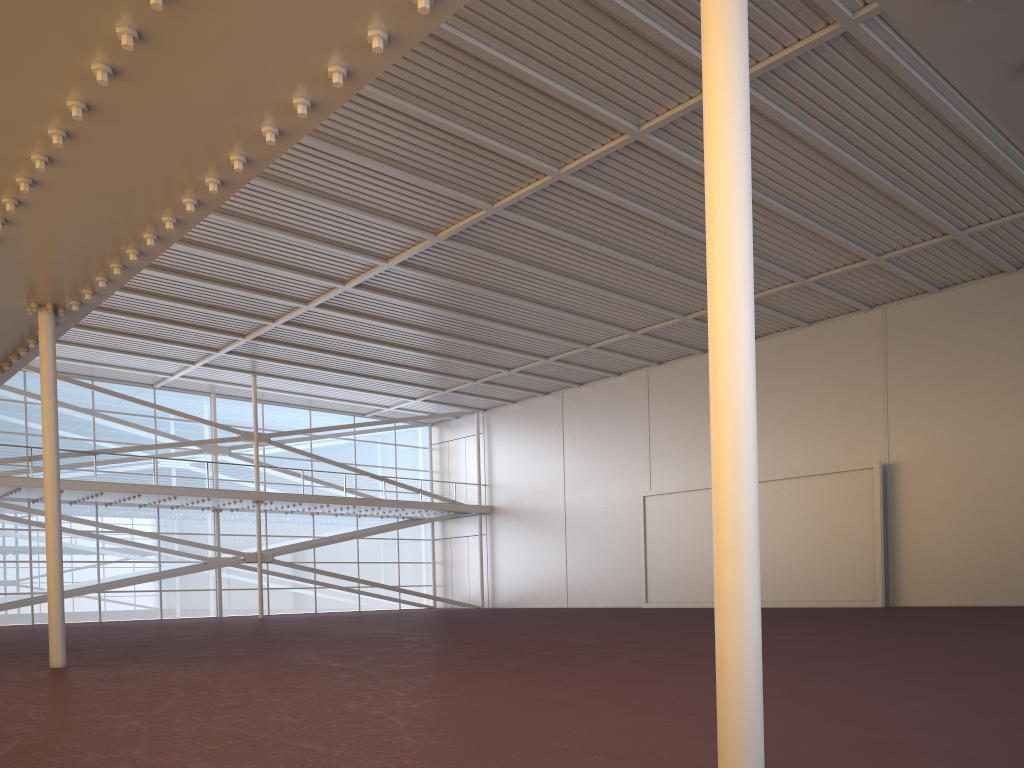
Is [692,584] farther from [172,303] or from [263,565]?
[172,303]

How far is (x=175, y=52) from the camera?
6.8m
